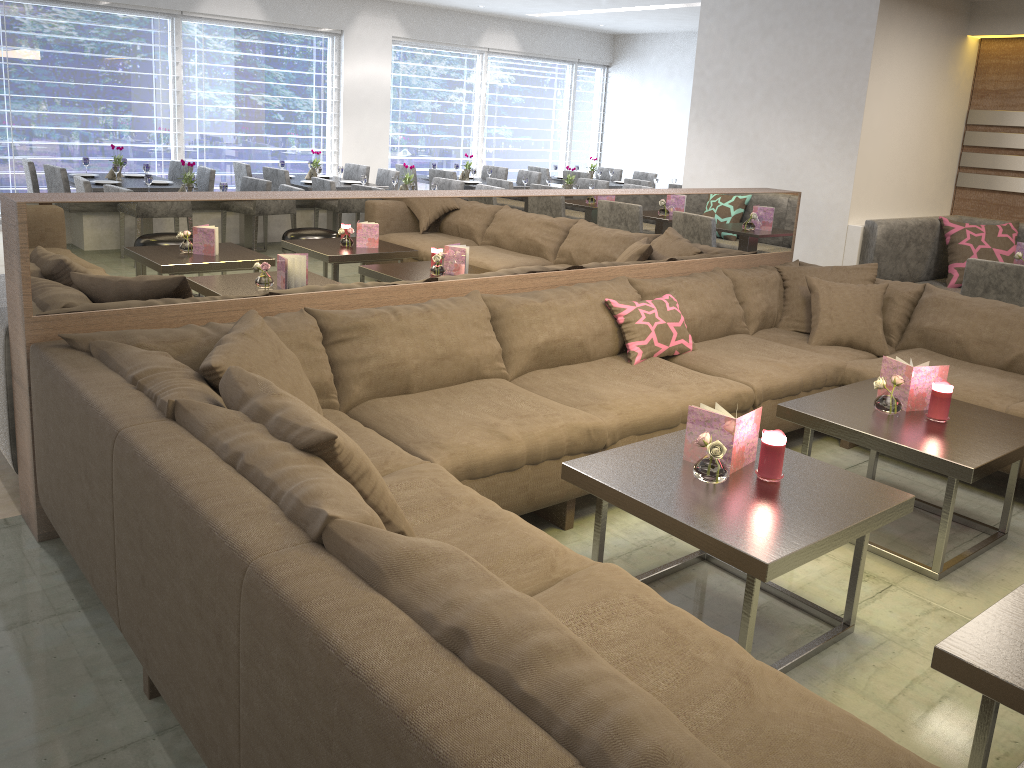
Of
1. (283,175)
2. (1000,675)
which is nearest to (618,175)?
(283,175)

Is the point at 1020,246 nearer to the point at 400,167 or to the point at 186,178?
the point at 186,178

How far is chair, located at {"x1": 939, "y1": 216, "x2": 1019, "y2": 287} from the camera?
5.3 meters

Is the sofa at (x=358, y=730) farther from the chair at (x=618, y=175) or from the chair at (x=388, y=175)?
the chair at (x=618, y=175)

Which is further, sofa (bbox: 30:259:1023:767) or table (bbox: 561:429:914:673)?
table (bbox: 561:429:914:673)

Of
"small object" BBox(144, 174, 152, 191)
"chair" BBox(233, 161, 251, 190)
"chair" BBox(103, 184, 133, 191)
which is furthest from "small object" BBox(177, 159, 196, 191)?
"chair" BBox(233, 161, 251, 190)

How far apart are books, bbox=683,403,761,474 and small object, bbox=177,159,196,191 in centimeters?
431cm

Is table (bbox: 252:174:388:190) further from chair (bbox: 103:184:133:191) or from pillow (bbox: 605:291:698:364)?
pillow (bbox: 605:291:698:364)

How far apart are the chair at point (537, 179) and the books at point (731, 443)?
6.8m

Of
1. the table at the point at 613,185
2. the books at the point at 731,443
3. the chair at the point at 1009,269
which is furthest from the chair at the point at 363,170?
the books at the point at 731,443
